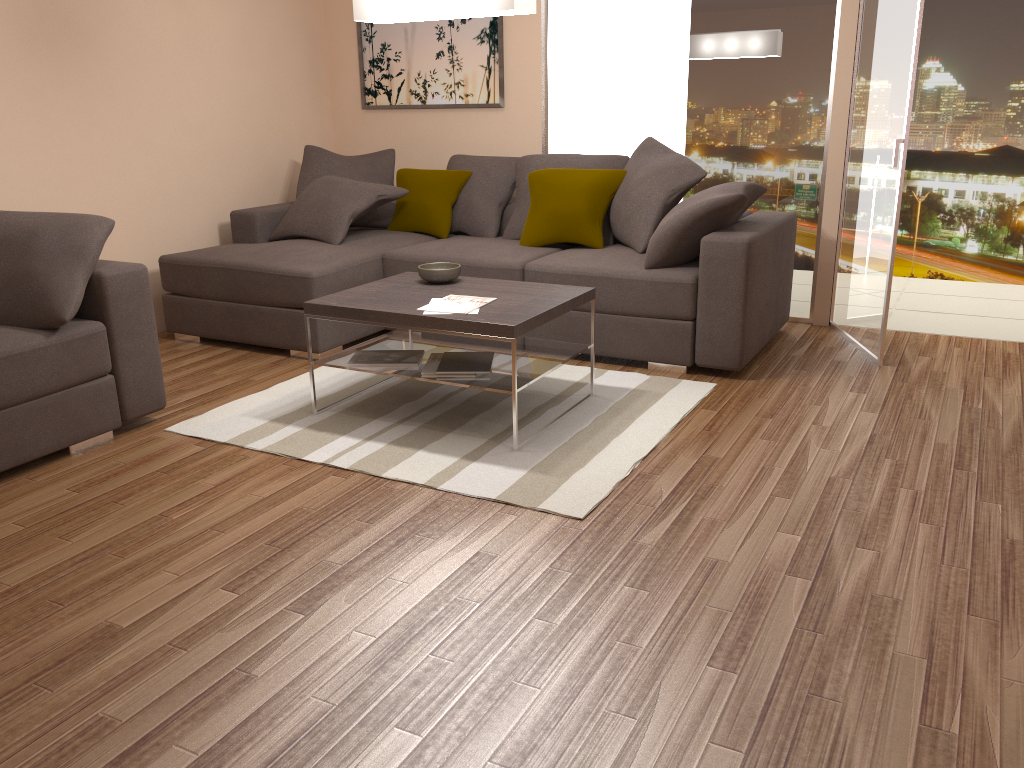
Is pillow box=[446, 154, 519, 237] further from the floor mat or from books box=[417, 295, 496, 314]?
Answer: books box=[417, 295, 496, 314]

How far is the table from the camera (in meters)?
3.74

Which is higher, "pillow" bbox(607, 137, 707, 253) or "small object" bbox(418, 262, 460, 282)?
"pillow" bbox(607, 137, 707, 253)

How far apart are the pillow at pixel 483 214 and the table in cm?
144

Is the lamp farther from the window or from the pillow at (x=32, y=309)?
the window

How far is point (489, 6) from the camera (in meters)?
3.64

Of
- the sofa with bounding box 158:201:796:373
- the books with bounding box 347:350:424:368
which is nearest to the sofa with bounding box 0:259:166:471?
the books with bounding box 347:350:424:368

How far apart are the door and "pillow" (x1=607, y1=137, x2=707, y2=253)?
1.0m

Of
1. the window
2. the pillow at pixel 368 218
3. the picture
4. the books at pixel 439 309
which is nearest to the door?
the window

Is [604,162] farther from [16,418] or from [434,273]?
[16,418]
